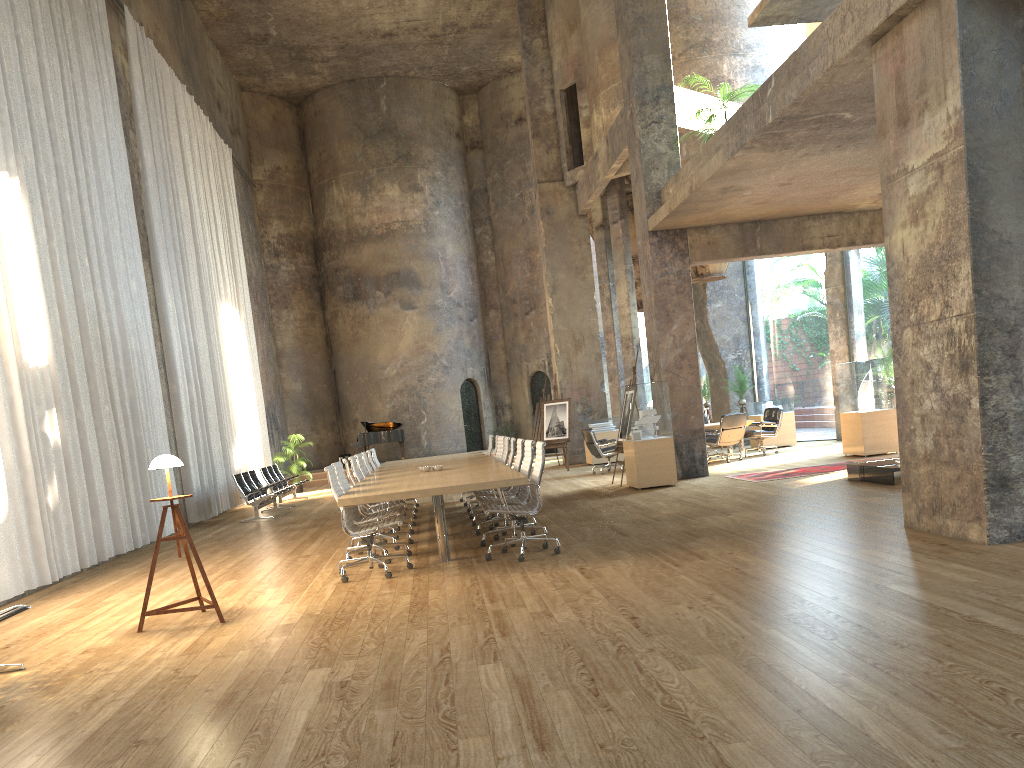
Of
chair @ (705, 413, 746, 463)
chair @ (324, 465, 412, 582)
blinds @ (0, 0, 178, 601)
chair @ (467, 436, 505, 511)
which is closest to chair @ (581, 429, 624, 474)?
chair @ (705, 413, 746, 463)

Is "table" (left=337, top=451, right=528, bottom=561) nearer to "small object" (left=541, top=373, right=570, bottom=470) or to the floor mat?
the floor mat

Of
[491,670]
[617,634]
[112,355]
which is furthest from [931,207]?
[112,355]

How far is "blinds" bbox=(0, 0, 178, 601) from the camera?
9.06m

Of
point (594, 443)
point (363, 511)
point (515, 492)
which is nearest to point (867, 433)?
point (594, 443)

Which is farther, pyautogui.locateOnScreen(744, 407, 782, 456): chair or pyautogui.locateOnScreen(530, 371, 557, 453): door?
pyautogui.locateOnScreen(530, 371, 557, 453): door

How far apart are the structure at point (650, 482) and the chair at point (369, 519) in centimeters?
327cm

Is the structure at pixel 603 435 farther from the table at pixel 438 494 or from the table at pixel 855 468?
the table at pixel 855 468

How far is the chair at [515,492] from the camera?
9.6m

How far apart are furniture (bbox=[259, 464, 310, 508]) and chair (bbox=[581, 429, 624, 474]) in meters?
6.0
